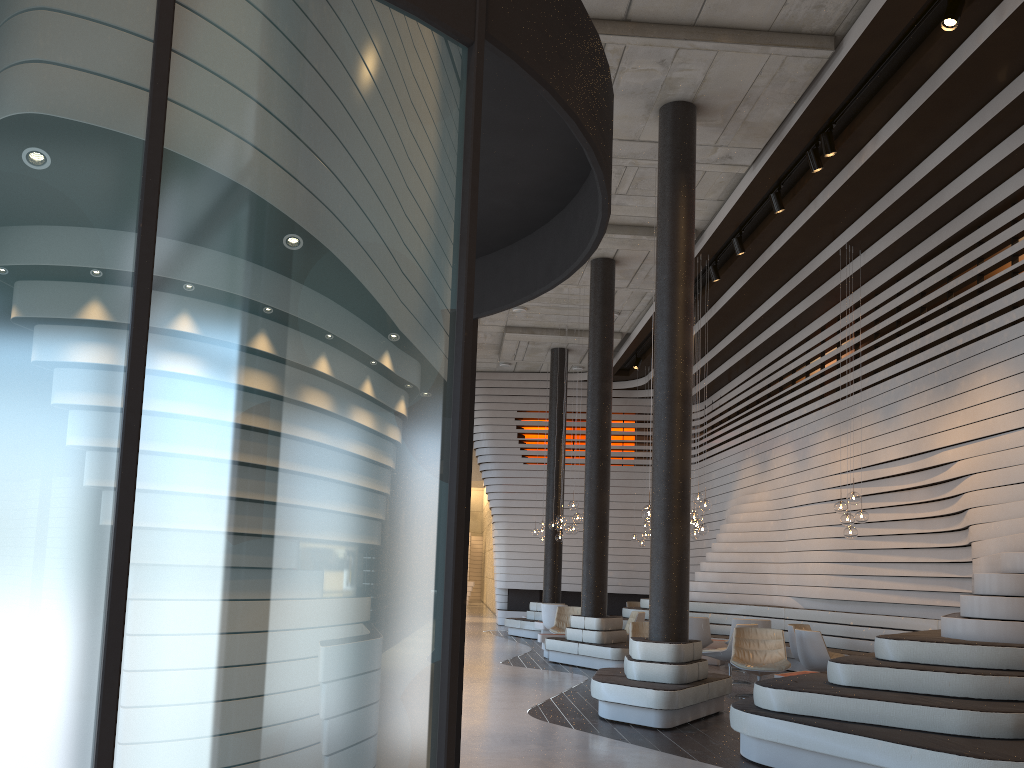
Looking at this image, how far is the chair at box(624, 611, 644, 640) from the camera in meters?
13.3

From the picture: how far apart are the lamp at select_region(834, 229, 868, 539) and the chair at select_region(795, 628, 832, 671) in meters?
A: 1.3 m

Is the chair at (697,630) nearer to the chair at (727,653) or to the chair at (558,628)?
the chair at (727,653)

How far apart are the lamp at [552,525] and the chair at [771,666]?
6.7m

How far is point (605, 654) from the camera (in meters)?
11.61

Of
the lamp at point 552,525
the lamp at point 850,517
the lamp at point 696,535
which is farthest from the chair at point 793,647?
the lamp at point 552,525

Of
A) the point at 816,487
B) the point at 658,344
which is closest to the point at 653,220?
the point at 658,344

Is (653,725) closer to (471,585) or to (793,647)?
(793,647)

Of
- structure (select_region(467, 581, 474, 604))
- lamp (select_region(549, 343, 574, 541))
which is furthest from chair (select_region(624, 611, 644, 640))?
structure (select_region(467, 581, 474, 604))

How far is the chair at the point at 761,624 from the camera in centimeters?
1239cm
